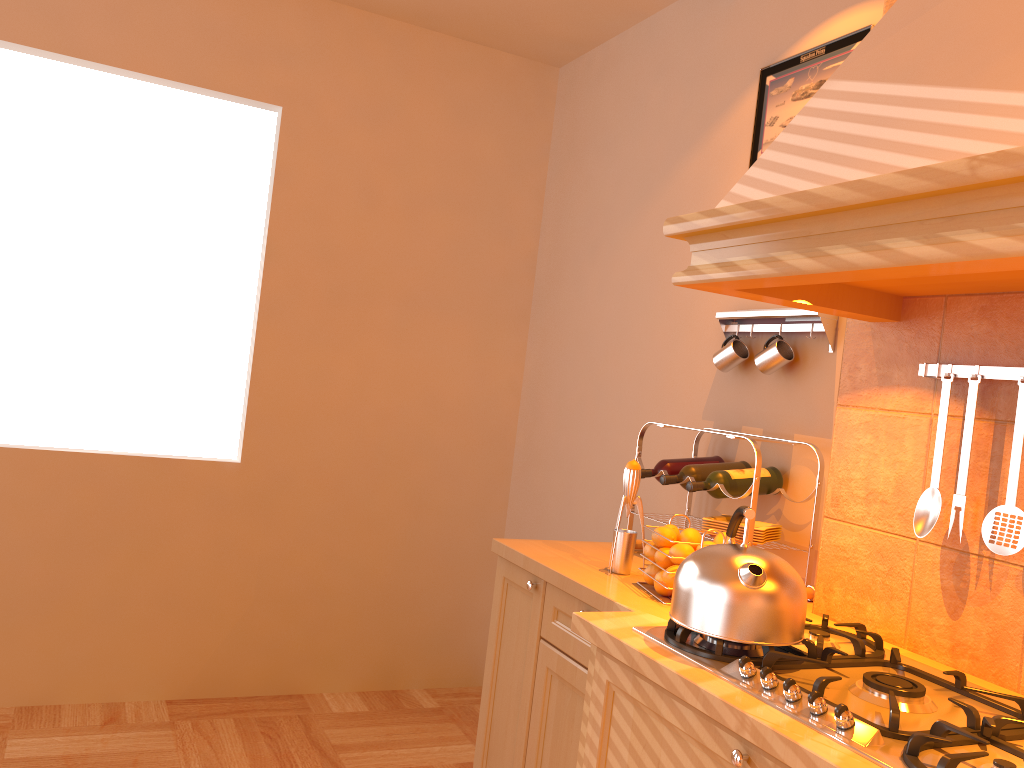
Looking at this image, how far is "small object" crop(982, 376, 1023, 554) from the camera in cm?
157

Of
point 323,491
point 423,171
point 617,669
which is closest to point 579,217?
point 423,171

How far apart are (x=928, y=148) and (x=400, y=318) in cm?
254

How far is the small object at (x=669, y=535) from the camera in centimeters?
203cm

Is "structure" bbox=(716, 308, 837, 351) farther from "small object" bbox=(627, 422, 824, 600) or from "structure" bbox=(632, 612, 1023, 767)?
"structure" bbox=(632, 612, 1023, 767)

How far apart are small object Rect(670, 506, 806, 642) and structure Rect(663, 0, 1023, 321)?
0.4 meters

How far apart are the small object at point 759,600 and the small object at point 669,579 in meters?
0.2 m

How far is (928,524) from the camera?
1.7m

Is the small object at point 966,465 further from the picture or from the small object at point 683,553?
the picture

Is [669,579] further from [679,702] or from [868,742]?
[868,742]
